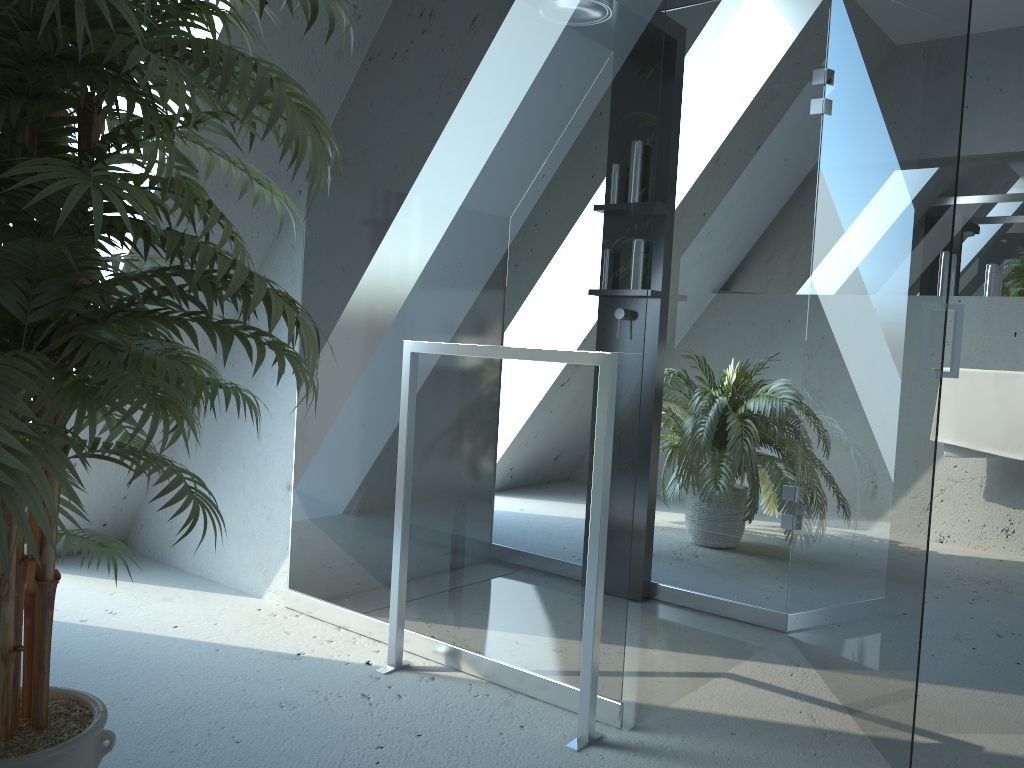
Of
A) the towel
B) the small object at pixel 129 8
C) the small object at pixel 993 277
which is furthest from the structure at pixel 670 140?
the small object at pixel 993 277

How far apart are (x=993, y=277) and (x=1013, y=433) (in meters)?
0.79

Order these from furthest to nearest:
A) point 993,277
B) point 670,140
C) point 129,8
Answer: point 993,277
point 670,140
point 129,8

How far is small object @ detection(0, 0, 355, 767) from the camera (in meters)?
0.98

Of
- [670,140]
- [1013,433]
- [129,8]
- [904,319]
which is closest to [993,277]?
[1013,433]

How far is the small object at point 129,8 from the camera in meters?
1.0

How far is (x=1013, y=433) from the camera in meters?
4.0 m

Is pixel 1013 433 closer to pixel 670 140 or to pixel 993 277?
pixel 993 277

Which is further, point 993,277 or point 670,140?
point 993,277

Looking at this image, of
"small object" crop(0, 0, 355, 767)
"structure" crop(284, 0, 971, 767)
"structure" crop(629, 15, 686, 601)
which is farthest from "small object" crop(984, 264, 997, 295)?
"small object" crop(0, 0, 355, 767)
